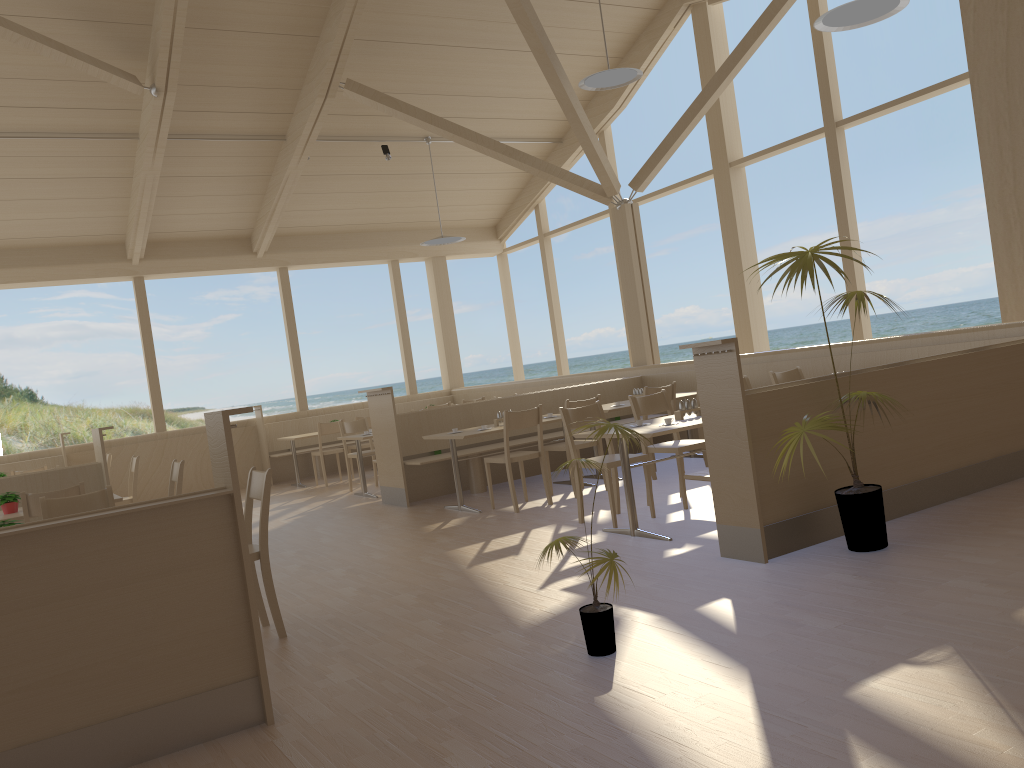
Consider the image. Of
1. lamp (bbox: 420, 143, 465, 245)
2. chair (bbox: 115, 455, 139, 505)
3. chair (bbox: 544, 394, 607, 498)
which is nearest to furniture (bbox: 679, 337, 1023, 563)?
chair (bbox: 544, 394, 607, 498)

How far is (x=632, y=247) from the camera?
9.9m

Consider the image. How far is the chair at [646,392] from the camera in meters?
7.4 m

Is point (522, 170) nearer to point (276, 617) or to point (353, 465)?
point (353, 465)

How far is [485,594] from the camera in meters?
4.4

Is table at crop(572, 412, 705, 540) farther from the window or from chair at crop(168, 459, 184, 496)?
the window

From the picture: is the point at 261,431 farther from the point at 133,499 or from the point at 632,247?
the point at 632,247

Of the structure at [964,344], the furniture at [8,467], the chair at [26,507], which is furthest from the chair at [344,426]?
the chair at [26,507]

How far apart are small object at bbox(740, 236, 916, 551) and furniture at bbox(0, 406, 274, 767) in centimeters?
241cm

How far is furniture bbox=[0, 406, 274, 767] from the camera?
2.73m
